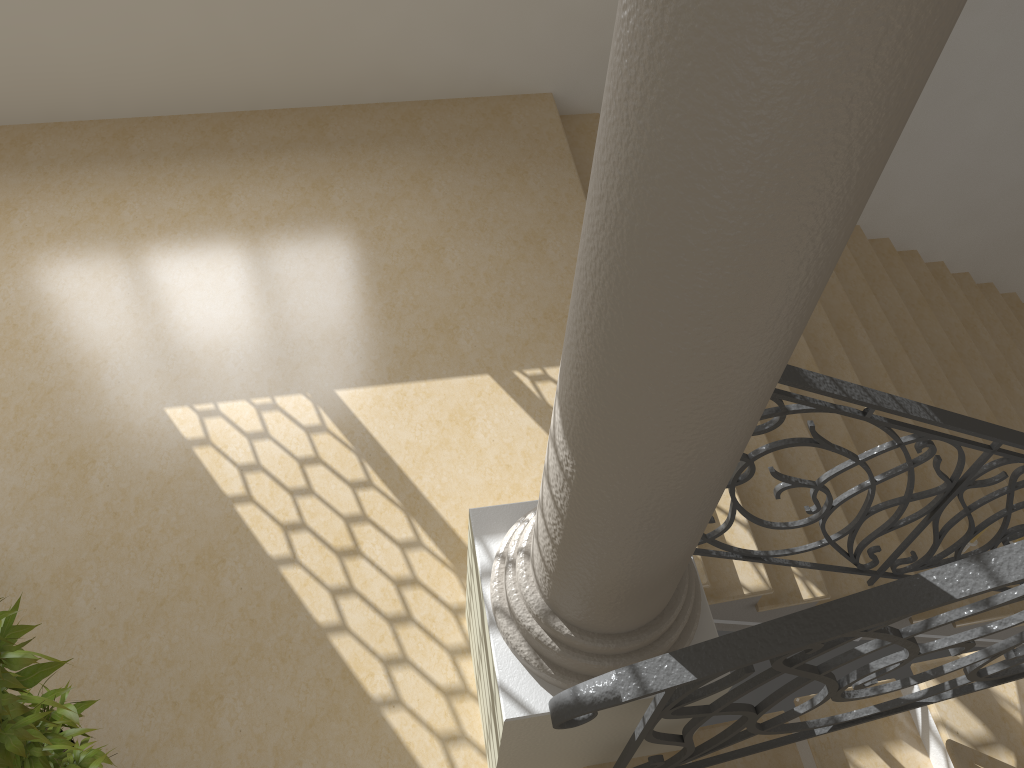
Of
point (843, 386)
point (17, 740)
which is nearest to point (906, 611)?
point (843, 386)

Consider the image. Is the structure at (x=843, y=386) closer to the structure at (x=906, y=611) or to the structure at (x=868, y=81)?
the structure at (x=868, y=81)

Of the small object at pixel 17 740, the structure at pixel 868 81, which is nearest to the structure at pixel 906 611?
the structure at pixel 868 81

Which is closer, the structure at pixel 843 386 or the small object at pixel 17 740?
the small object at pixel 17 740

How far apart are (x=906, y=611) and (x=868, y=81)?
1.1m

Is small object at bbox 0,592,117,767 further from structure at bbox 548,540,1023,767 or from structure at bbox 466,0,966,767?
structure at bbox 548,540,1023,767

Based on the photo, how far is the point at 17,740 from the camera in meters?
1.8

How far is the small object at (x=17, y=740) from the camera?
1.83m

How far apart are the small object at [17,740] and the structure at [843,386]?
1.9m

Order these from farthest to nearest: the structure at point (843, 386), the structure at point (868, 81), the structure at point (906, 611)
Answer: the structure at point (843, 386) < the structure at point (906, 611) < the structure at point (868, 81)
